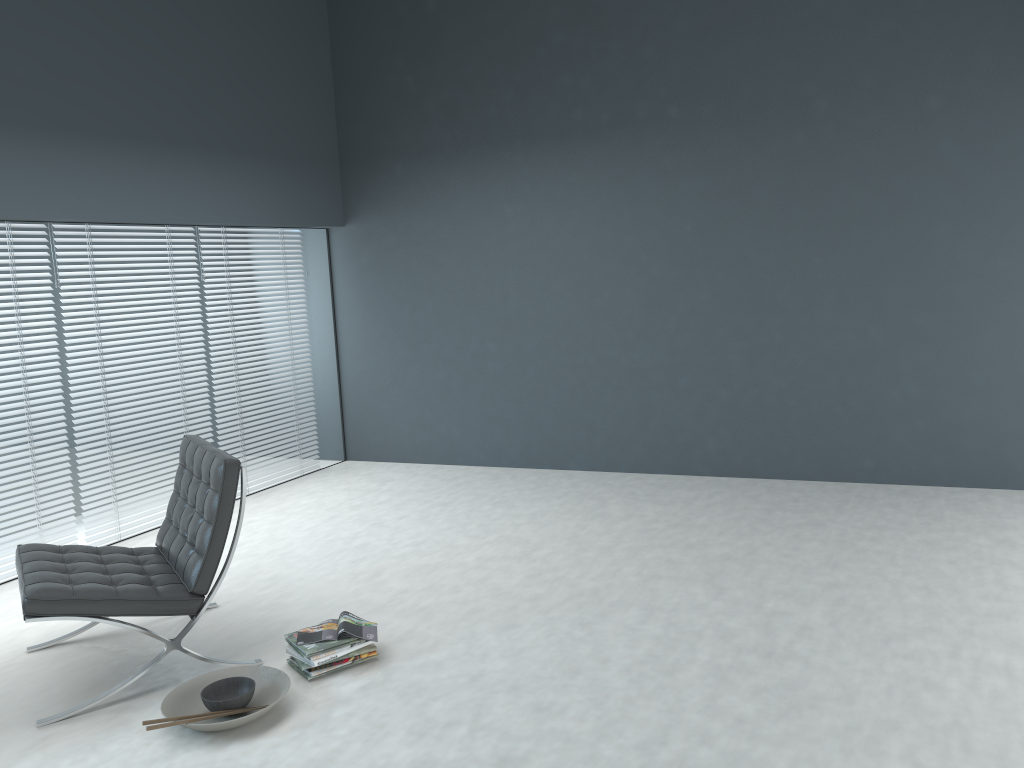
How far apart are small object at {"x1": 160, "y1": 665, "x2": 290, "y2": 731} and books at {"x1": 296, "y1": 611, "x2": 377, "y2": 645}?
0.14m

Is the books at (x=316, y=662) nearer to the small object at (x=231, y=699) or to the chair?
the small object at (x=231, y=699)

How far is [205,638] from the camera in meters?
3.4 m

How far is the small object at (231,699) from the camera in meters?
2.7 m

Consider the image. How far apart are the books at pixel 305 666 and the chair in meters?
0.4 m

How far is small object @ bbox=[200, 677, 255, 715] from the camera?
2.74m

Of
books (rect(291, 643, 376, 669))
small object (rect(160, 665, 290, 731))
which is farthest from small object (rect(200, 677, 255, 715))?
books (rect(291, 643, 376, 669))

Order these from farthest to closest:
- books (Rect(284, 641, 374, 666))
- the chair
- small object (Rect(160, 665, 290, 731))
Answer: books (Rect(284, 641, 374, 666)), the chair, small object (Rect(160, 665, 290, 731))

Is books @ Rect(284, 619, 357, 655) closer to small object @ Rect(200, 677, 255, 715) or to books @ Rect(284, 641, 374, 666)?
books @ Rect(284, 641, 374, 666)

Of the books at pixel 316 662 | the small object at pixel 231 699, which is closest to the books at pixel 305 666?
the books at pixel 316 662
